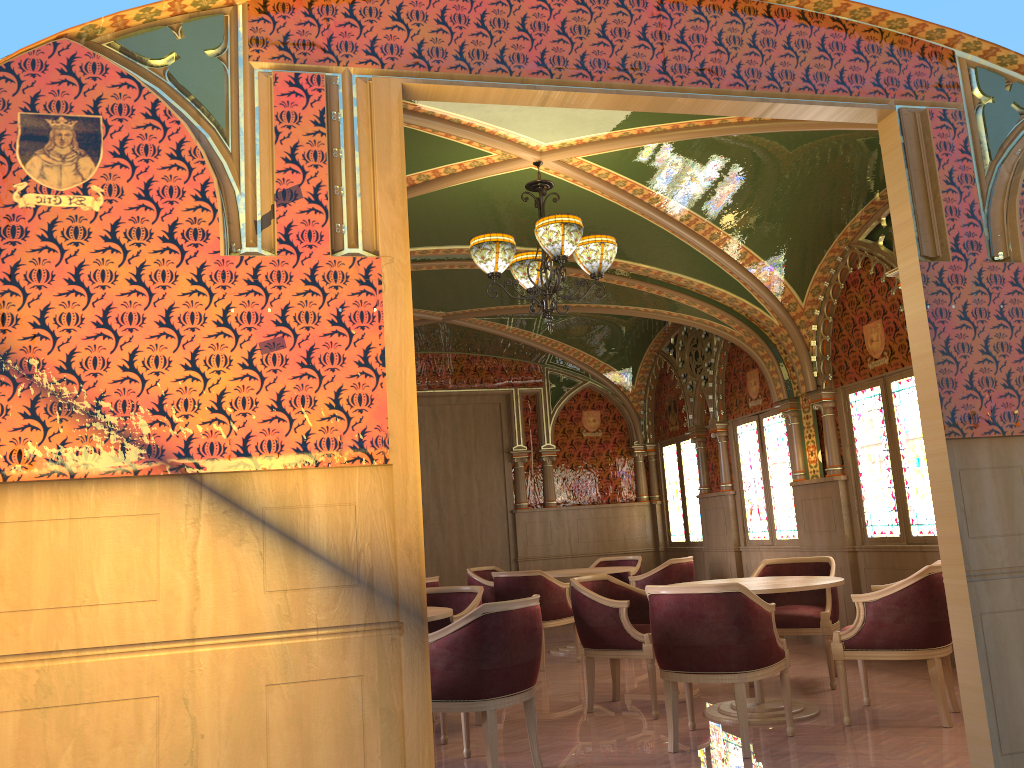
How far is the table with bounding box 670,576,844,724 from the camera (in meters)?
5.11

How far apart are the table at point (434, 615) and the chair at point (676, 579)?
3.7m

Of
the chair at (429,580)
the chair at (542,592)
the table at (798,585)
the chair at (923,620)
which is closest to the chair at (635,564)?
the chair at (542,592)

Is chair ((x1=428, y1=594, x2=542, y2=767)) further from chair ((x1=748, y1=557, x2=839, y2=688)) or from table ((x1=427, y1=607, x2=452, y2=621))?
chair ((x1=748, y1=557, x2=839, y2=688))

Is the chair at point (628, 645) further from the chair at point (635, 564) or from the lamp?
the chair at point (635, 564)

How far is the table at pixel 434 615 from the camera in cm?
473

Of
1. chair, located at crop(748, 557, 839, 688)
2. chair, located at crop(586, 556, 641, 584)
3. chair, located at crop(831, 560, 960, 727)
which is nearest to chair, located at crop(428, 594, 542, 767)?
chair, located at crop(831, 560, 960, 727)

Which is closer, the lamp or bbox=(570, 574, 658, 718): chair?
the lamp

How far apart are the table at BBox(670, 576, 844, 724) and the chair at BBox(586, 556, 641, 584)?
3.8m

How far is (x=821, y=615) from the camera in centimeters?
608cm
